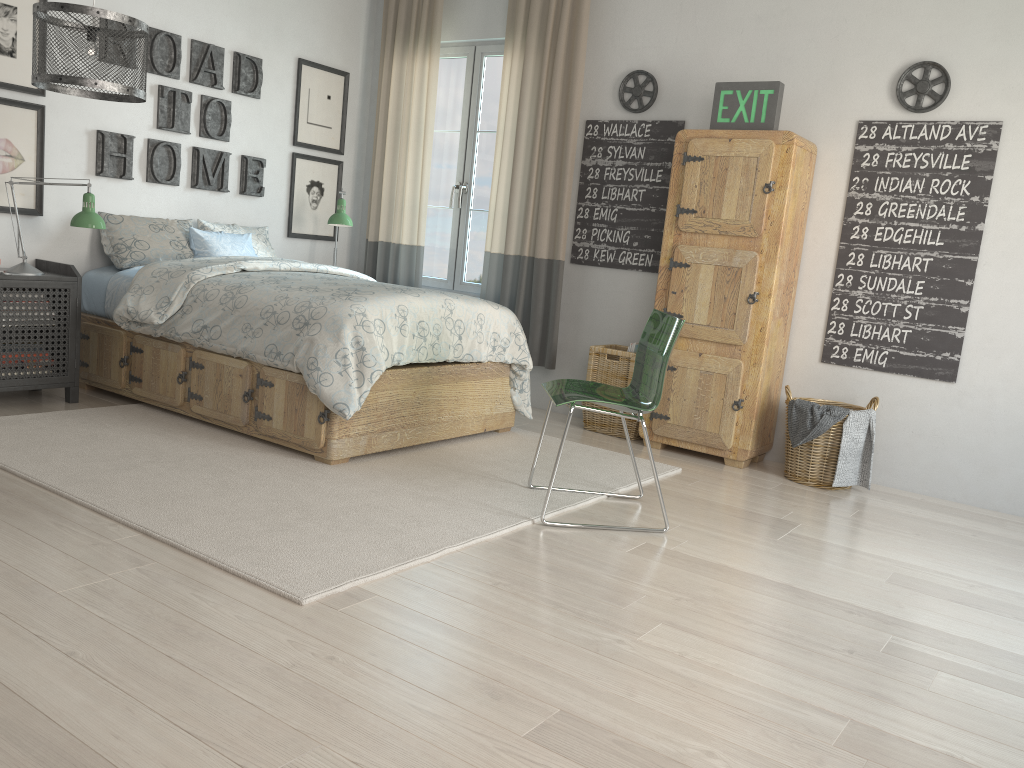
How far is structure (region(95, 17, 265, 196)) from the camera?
4.5m

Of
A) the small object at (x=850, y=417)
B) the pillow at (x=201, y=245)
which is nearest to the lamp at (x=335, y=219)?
the pillow at (x=201, y=245)

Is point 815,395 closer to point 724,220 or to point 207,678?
point 724,220

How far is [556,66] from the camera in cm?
488

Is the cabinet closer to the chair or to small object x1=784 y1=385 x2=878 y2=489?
small object x1=784 y1=385 x2=878 y2=489

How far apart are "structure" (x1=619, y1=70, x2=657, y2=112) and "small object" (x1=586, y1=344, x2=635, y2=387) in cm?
128

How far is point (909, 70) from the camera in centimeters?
398cm

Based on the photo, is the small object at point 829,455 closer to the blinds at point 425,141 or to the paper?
the paper

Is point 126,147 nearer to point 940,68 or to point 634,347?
point 634,347

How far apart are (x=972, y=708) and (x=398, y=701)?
1.3 meters
